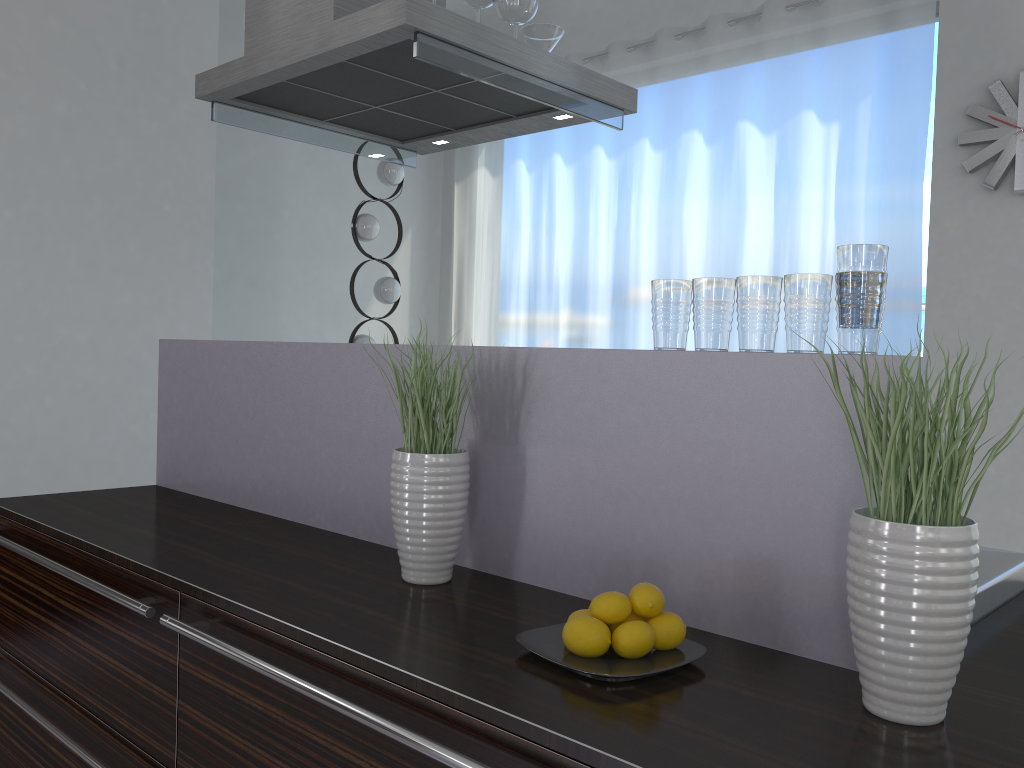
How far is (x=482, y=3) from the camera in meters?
2.3

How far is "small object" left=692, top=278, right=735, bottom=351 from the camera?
1.4m

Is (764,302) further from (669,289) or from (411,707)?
(411,707)

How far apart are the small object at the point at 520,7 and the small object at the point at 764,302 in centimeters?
138cm

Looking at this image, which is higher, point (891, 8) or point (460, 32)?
point (891, 8)

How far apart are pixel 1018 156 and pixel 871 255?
2.9 meters

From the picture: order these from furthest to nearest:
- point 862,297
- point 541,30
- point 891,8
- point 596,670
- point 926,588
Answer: point 891,8
point 541,30
point 862,297
point 596,670
point 926,588

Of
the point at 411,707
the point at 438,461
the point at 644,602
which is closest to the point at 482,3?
the point at 438,461

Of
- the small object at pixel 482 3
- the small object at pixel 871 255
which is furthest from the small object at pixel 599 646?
the small object at pixel 482 3

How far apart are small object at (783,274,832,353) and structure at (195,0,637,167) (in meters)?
1.14
